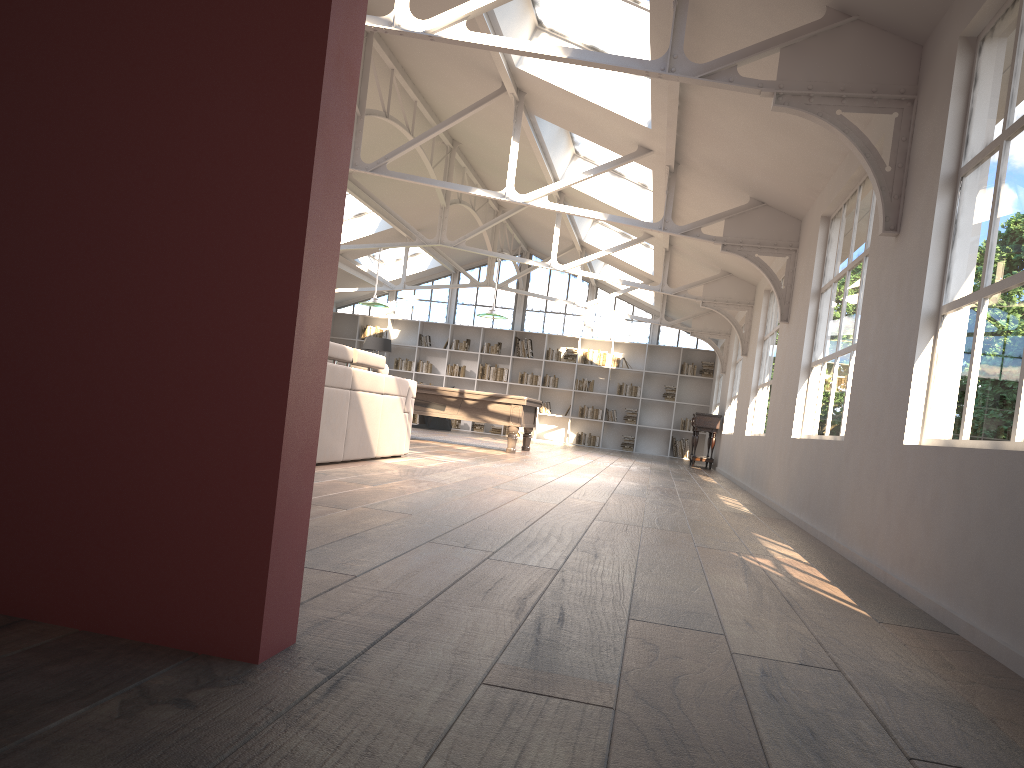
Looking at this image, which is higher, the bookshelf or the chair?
the bookshelf

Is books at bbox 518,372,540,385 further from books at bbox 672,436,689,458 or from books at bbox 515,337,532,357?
books at bbox 672,436,689,458

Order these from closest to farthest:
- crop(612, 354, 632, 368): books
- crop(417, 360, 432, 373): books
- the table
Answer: the table < crop(612, 354, 632, 368): books < crop(417, 360, 432, 373): books

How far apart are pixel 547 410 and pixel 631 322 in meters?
2.7

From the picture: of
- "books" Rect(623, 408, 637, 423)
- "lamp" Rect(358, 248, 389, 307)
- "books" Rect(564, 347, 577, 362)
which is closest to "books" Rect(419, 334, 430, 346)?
"books" Rect(564, 347, 577, 362)

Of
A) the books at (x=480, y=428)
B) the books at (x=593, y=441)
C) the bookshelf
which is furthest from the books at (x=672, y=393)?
the books at (x=480, y=428)

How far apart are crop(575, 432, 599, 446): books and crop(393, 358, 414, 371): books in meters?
4.1 m

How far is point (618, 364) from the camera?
19.1m

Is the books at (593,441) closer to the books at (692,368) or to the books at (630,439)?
the books at (630,439)

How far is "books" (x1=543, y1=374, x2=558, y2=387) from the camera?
19.35m
